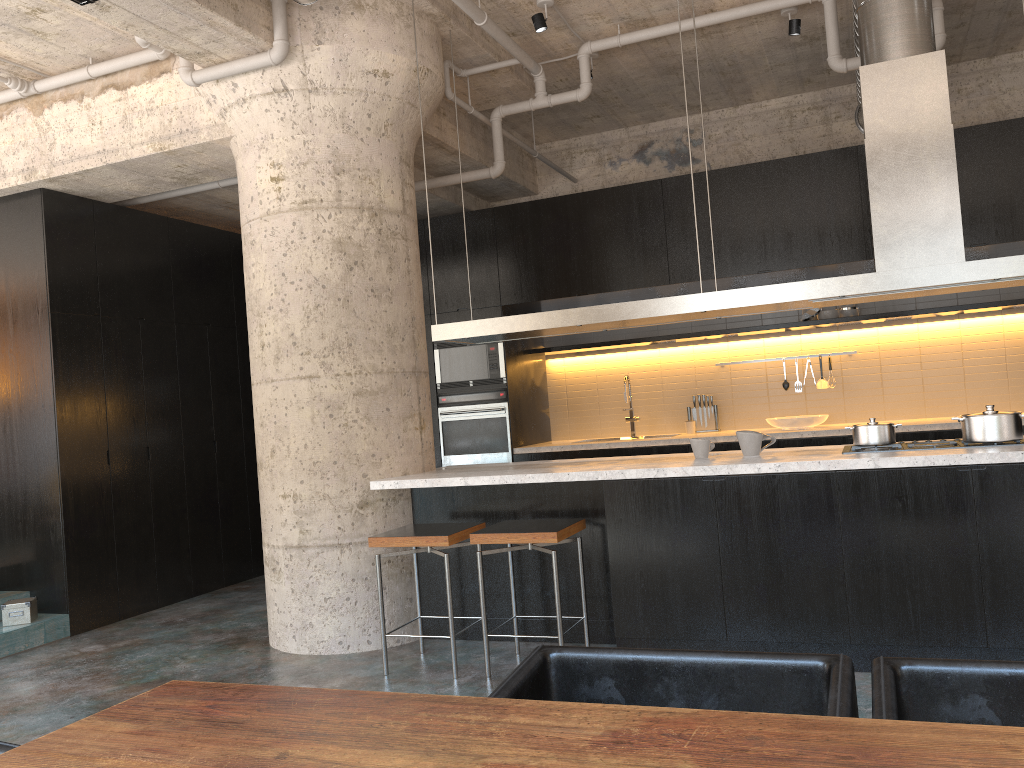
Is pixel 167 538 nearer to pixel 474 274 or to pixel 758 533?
pixel 474 274

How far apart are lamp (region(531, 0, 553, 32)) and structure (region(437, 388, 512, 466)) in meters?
3.1

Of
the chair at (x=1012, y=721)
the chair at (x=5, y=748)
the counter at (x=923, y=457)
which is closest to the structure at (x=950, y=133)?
the counter at (x=923, y=457)

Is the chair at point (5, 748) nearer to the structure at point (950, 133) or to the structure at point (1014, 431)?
the structure at point (950, 133)

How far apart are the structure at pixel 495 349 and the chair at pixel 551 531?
3.05m

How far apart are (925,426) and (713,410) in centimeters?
186cm

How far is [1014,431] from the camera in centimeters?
403cm

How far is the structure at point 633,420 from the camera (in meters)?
7.97

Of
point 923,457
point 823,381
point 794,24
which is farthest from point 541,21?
point 823,381

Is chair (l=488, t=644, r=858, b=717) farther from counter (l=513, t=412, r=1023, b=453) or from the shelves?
the shelves
